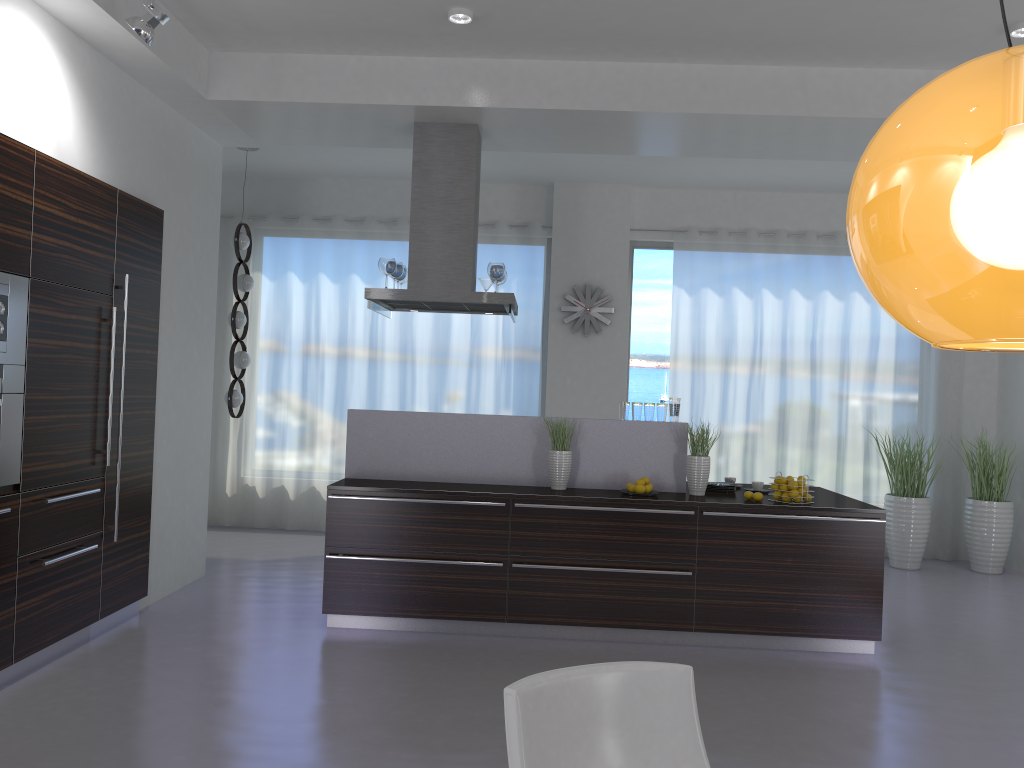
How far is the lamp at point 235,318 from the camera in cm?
758

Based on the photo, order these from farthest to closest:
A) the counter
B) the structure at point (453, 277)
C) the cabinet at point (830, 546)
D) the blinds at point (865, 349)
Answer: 1. the blinds at point (865, 349)
2. the structure at point (453, 277)
3. the counter
4. the cabinet at point (830, 546)

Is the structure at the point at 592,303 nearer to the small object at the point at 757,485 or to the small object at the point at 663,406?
the small object at the point at 663,406

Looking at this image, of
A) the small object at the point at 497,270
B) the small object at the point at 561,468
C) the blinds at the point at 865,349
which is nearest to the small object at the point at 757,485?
the small object at the point at 561,468

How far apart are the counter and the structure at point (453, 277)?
0.70m

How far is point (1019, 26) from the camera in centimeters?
466cm

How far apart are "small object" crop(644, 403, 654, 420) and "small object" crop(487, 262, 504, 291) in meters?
1.3 m

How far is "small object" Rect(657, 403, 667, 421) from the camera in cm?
570

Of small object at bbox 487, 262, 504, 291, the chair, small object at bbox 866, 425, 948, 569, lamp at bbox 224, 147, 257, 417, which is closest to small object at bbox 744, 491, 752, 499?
small object at bbox 487, 262, 504, 291

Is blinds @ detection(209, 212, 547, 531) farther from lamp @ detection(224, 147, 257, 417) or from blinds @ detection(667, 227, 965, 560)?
blinds @ detection(667, 227, 965, 560)
